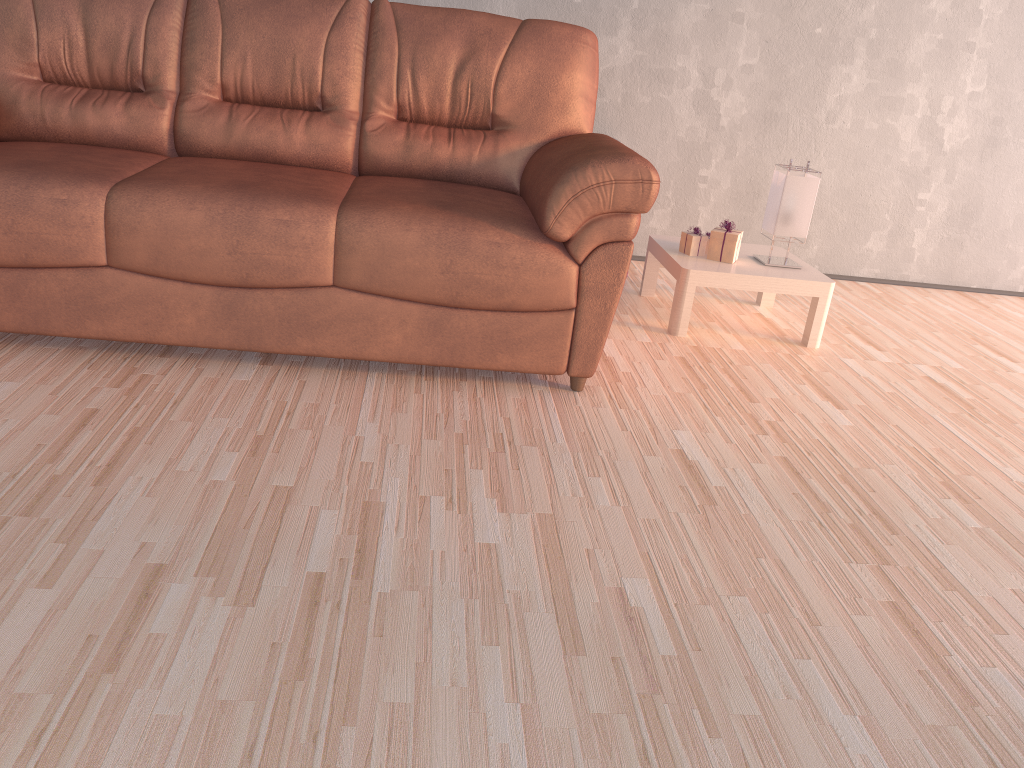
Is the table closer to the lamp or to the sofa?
the lamp

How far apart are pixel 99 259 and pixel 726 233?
2.0m

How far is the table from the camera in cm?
301

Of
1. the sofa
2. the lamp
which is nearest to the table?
the lamp

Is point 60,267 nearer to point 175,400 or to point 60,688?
point 175,400

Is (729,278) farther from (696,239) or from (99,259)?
(99,259)

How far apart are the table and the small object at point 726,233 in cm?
2

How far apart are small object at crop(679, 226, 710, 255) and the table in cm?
3

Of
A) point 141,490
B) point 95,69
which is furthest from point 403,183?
point 141,490

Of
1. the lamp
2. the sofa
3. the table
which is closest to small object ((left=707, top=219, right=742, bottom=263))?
the table
